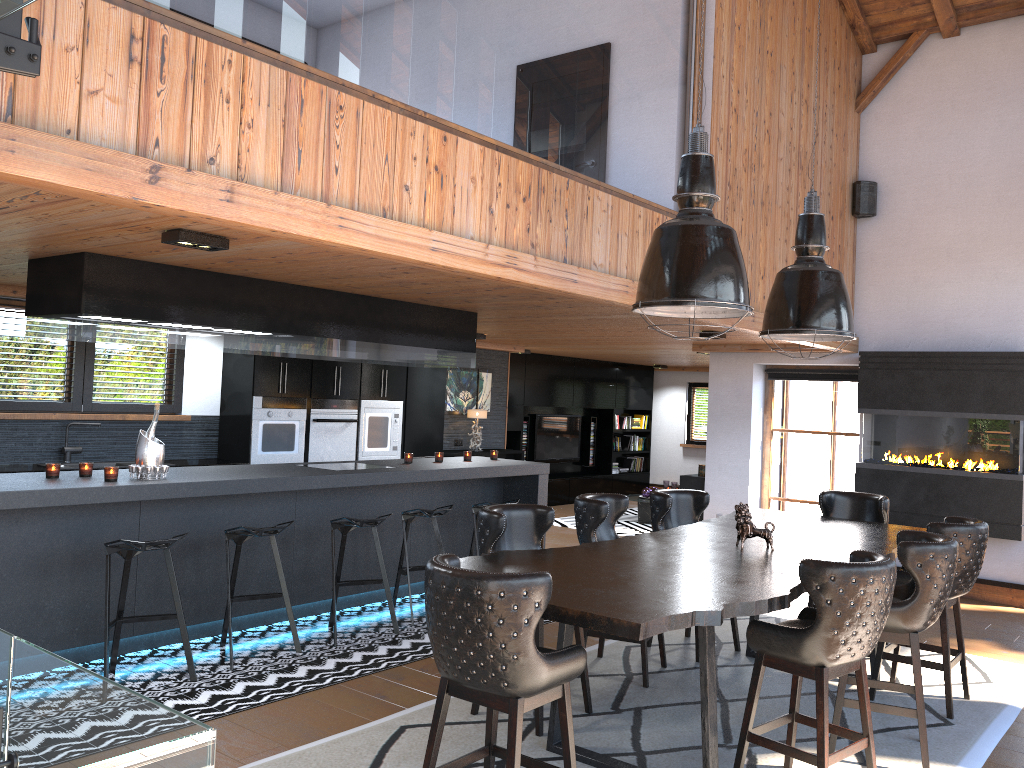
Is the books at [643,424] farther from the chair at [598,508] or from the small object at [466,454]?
the chair at [598,508]

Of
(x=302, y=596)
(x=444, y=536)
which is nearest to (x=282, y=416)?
(x=444, y=536)

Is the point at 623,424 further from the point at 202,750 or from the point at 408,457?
the point at 202,750

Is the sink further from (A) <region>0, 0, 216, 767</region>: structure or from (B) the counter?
(A) <region>0, 0, 216, 767</region>: structure

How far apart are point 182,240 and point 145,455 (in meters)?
1.85

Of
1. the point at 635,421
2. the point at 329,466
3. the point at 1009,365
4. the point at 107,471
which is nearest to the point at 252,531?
the point at 107,471

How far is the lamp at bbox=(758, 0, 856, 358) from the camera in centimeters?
550cm

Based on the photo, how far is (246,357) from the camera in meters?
8.3 m

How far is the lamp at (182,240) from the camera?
4.0m

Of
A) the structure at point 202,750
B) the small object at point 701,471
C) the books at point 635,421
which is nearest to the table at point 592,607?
the structure at point 202,750
